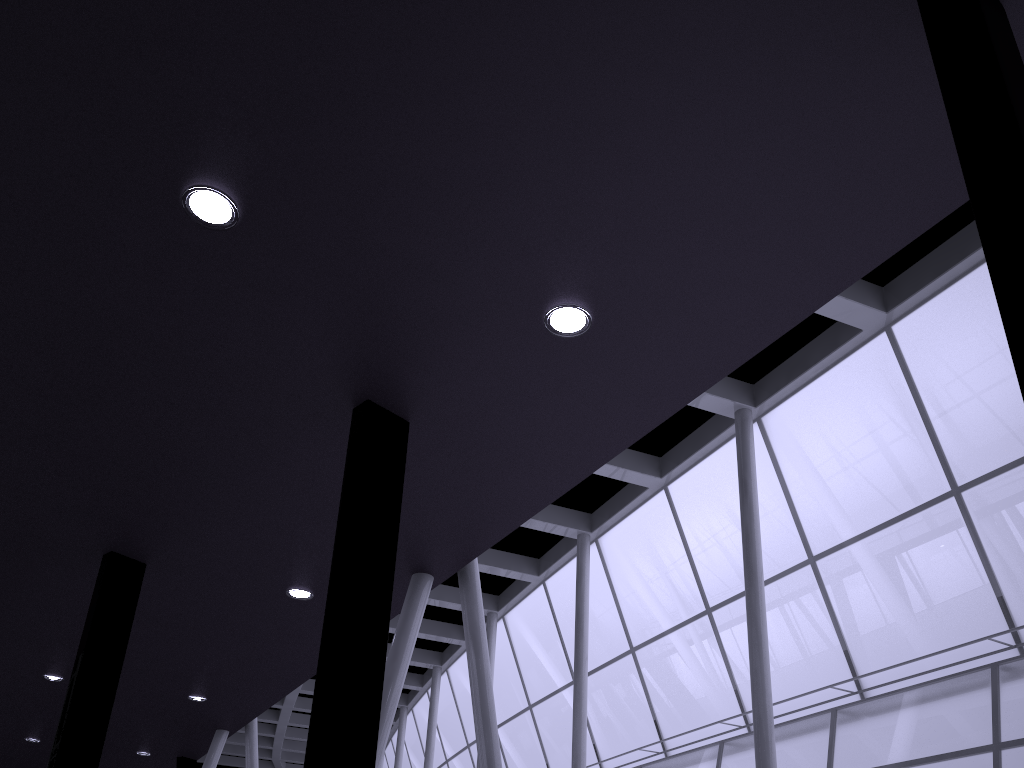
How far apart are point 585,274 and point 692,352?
1.8 meters

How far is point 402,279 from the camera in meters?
9.6

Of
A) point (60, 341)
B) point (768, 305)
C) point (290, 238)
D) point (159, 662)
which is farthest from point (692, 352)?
point (159, 662)
